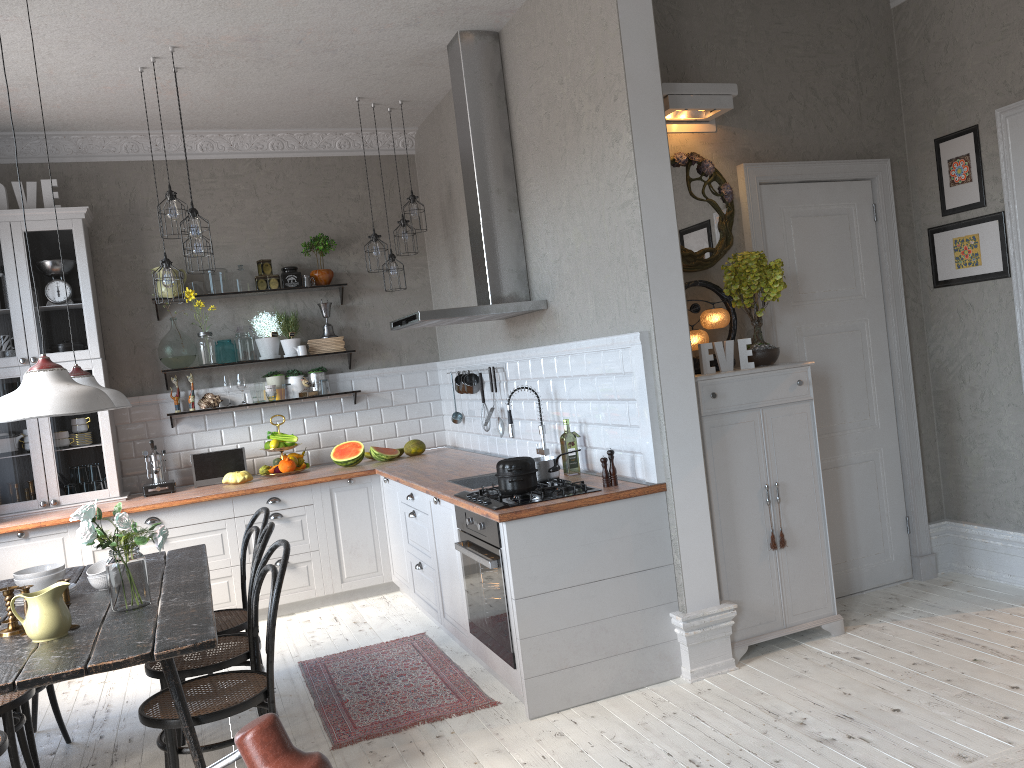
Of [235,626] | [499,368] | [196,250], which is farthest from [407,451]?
[235,626]

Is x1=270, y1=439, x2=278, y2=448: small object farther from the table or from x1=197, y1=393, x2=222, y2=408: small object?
the table

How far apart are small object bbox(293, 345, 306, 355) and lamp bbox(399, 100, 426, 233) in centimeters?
128cm

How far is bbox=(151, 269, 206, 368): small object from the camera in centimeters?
609cm

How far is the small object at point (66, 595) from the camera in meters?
3.1 m

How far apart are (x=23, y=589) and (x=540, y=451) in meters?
2.5

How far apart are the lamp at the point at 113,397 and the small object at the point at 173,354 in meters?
2.4

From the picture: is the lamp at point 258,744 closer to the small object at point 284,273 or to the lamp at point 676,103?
the lamp at point 676,103

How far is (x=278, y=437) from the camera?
6.2m

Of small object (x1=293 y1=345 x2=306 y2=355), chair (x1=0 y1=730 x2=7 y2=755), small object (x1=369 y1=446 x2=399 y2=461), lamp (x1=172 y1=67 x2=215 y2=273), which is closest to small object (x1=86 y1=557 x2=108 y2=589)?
chair (x1=0 y1=730 x2=7 y2=755)
